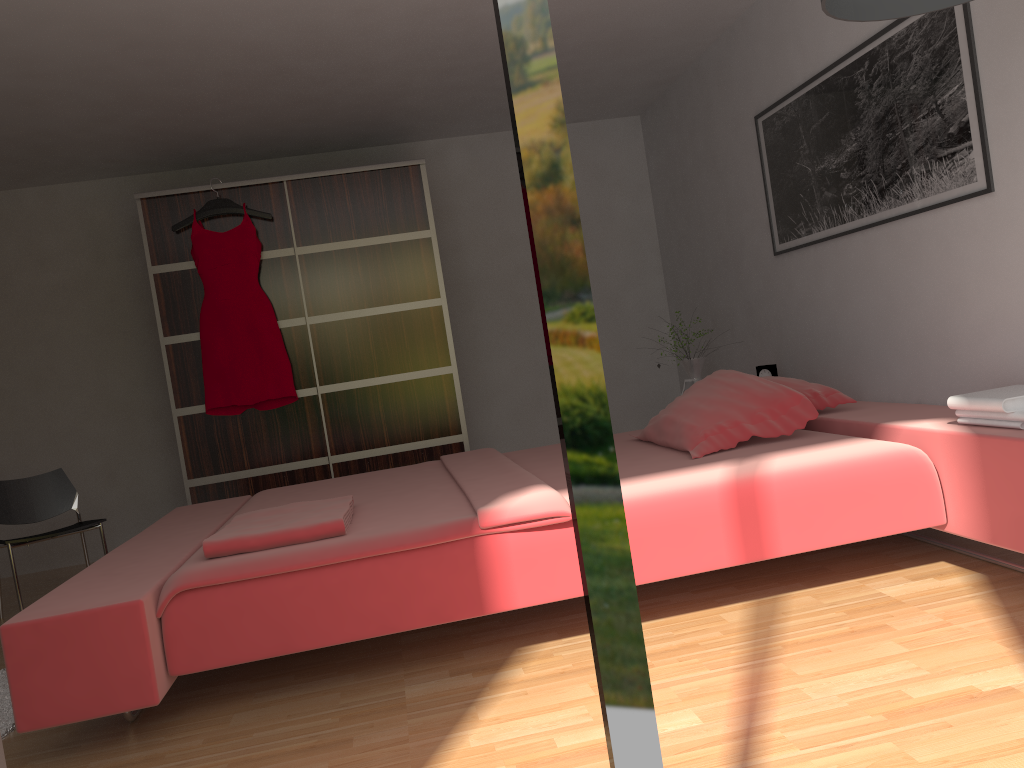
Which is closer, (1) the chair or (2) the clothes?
(1) the chair

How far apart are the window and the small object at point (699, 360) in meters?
3.8

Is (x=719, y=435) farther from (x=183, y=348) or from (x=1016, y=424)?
(x=183, y=348)

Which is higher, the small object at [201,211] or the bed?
the small object at [201,211]

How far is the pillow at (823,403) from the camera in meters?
3.3

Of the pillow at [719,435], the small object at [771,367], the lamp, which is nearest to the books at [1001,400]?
the pillow at [719,435]

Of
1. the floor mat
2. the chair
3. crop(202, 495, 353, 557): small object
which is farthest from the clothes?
crop(202, 495, 353, 557): small object

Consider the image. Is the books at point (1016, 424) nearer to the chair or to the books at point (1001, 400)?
the books at point (1001, 400)

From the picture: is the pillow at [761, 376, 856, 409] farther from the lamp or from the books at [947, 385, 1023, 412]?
the lamp

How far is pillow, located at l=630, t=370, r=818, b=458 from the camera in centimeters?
303cm
